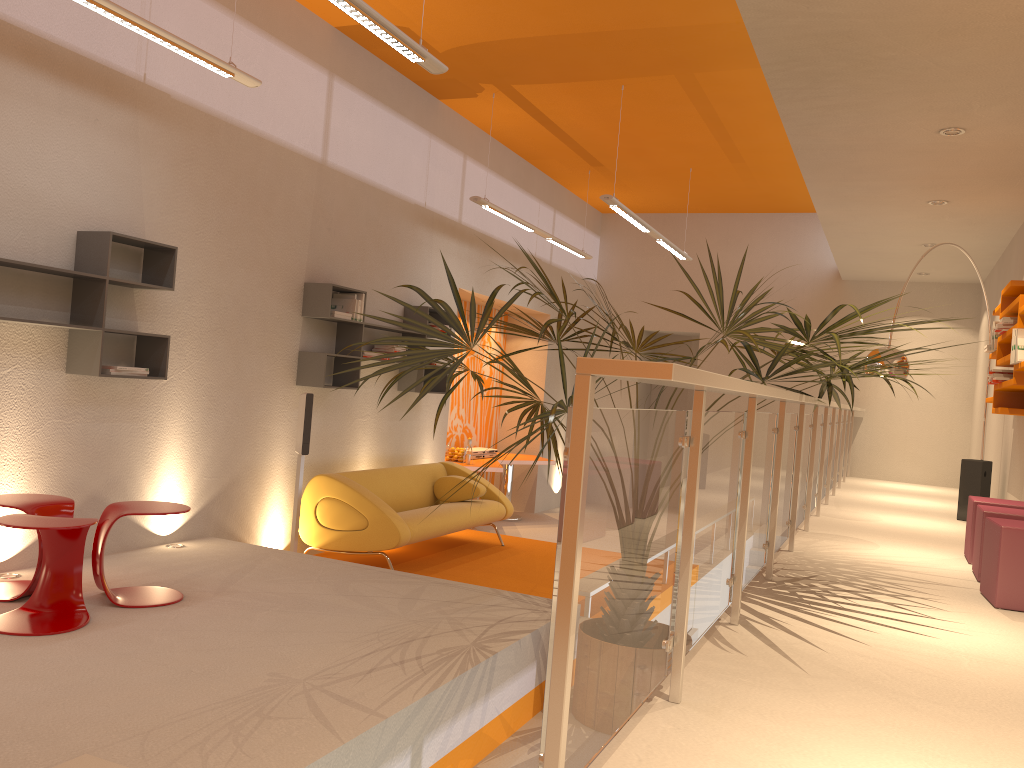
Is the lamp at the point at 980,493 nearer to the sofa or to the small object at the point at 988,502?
the small object at the point at 988,502

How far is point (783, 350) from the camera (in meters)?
3.52

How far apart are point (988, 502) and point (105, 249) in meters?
5.2 m

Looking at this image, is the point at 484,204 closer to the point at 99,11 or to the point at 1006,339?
the point at 99,11

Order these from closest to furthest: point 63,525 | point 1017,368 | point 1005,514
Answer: point 63,525 → point 1005,514 → point 1017,368

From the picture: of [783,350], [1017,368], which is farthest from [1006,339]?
[783,350]

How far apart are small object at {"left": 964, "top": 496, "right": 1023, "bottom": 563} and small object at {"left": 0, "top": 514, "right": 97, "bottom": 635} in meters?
4.8

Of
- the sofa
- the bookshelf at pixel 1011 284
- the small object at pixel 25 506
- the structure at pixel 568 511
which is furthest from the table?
the small object at pixel 25 506

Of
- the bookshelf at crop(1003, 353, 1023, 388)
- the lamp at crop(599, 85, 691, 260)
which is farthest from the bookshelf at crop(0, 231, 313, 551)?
the bookshelf at crop(1003, 353, 1023, 388)

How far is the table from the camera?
9.42m
